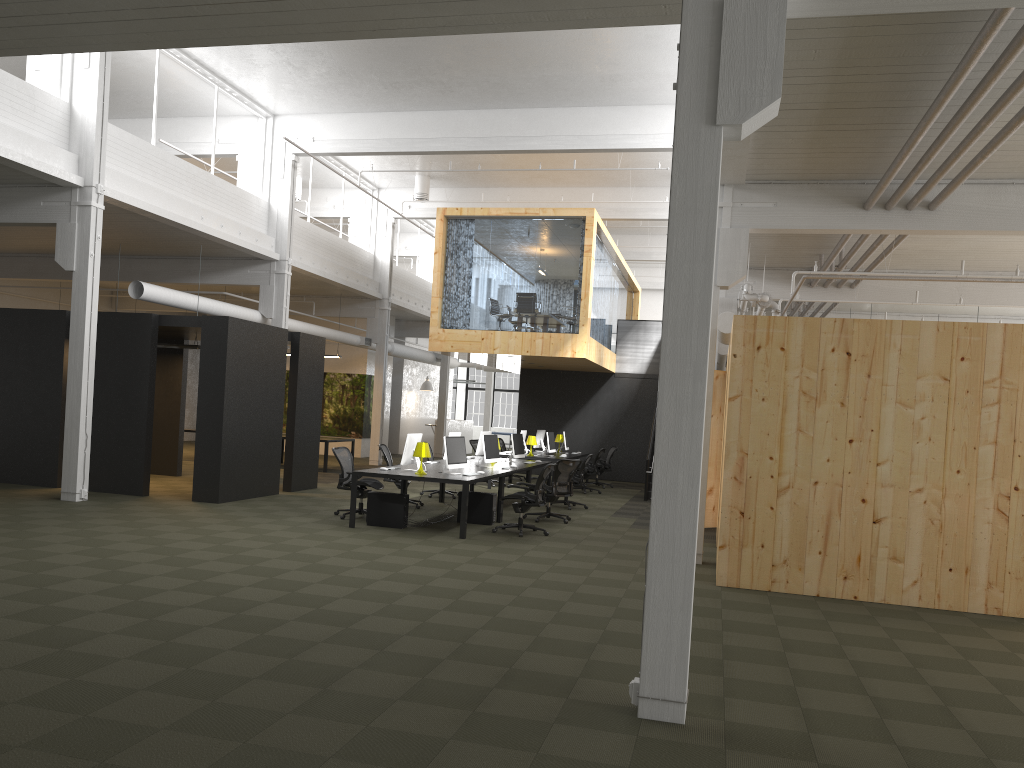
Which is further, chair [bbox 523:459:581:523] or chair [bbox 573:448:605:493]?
chair [bbox 573:448:605:493]

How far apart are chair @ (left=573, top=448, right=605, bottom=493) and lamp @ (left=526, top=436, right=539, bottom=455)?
1.4 meters

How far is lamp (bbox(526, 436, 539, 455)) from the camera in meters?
19.0 m

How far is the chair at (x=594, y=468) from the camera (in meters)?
19.16

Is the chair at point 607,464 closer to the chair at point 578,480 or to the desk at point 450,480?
the chair at point 578,480

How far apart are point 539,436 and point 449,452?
9.48m

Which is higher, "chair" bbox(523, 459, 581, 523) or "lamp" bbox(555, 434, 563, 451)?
"lamp" bbox(555, 434, 563, 451)

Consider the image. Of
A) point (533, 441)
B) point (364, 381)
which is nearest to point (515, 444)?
point (533, 441)

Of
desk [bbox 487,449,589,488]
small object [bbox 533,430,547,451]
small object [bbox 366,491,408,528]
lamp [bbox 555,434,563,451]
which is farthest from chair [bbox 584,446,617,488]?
small object [bbox 366,491,408,528]

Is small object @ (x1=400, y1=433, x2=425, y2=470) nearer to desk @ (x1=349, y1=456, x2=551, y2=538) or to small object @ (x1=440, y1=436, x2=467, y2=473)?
desk @ (x1=349, y1=456, x2=551, y2=538)
